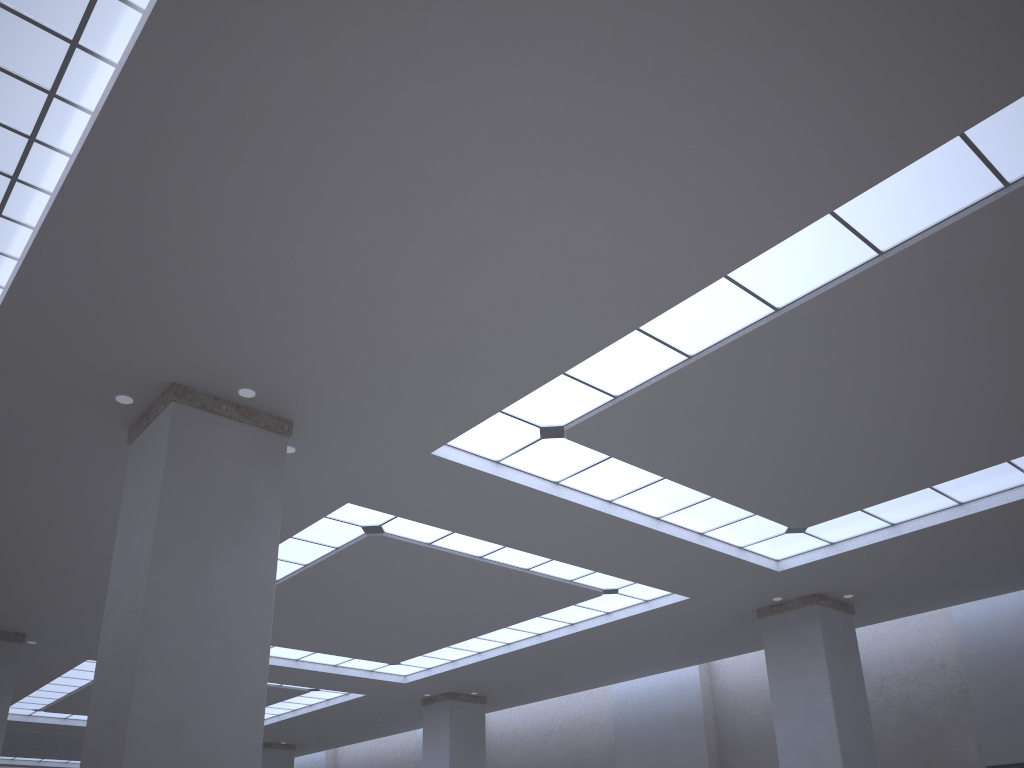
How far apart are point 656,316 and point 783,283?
3.25m
